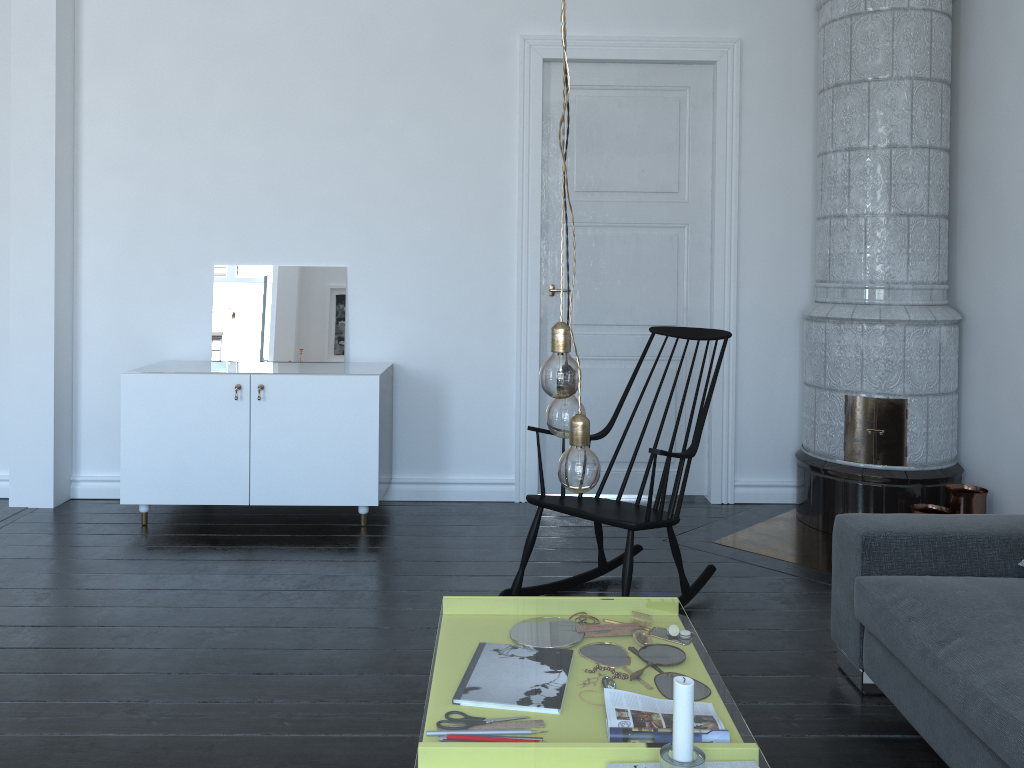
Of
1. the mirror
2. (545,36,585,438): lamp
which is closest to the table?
the mirror

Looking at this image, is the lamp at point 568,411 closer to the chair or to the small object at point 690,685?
the small object at point 690,685

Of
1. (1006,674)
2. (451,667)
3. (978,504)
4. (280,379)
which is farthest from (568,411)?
(451,667)

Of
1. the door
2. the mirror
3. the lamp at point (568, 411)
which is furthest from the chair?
the mirror

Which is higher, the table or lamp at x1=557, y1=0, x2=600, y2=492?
lamp at x1=557, y1=0, x2=600, y2=492

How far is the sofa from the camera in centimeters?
198cm

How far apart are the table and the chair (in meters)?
1.57

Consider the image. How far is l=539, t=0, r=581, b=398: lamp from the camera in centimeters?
151cm

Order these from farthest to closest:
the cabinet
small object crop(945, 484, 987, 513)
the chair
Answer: the cabinet → small object crop(945, 484, 987, 513) → the chair

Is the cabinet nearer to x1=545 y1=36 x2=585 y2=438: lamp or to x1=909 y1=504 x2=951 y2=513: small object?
x1=909 y1=504 x2=951 y2=513: small object
